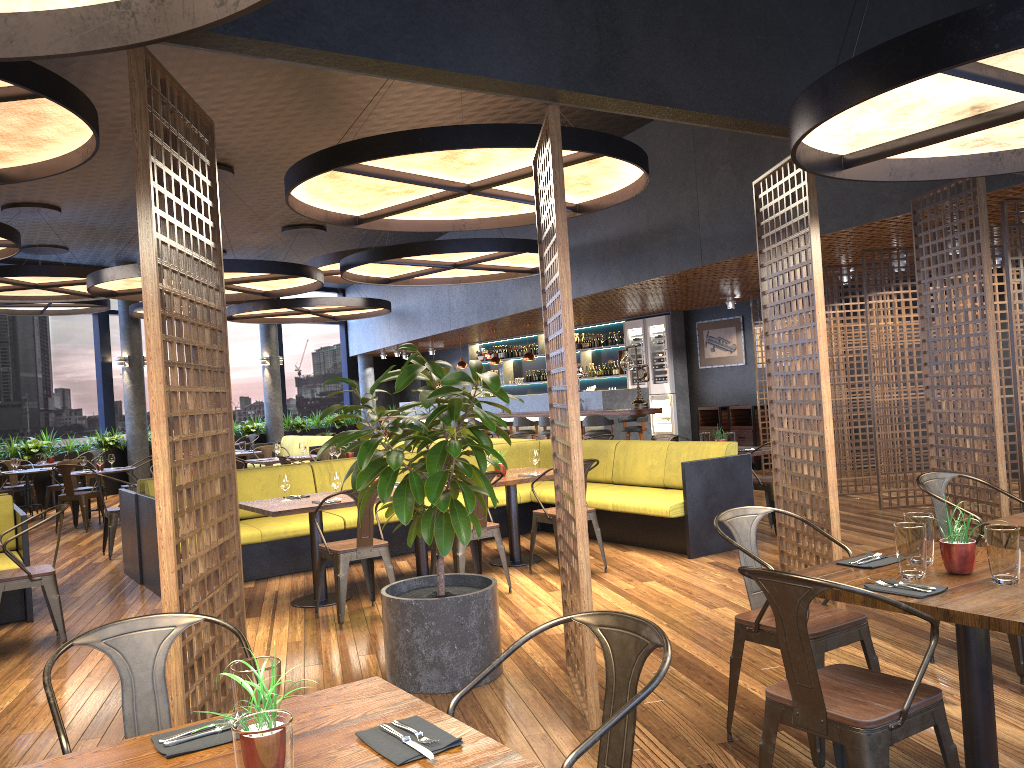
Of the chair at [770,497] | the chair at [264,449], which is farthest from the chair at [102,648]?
the chair at [264,449]

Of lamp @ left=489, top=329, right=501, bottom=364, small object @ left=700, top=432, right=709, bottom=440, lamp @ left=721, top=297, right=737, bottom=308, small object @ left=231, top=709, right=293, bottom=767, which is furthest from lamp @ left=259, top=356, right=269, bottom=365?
small object @ left=231, top=709, right=293, bottom=767

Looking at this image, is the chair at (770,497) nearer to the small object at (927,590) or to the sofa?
the small object at (927,590)

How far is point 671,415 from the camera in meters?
15.5

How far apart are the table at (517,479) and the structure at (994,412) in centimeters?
291cm

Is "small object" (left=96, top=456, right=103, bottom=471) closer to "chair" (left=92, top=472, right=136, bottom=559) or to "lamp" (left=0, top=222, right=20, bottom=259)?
"chair" (left=92, top=472, right=136, bottom=559)

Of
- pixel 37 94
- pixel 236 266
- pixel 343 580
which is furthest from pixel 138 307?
pixel 37 94

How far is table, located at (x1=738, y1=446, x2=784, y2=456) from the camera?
8.4 meters

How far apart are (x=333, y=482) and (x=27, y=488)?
9.3m

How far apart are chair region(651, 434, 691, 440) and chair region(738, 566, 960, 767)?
6.5m
